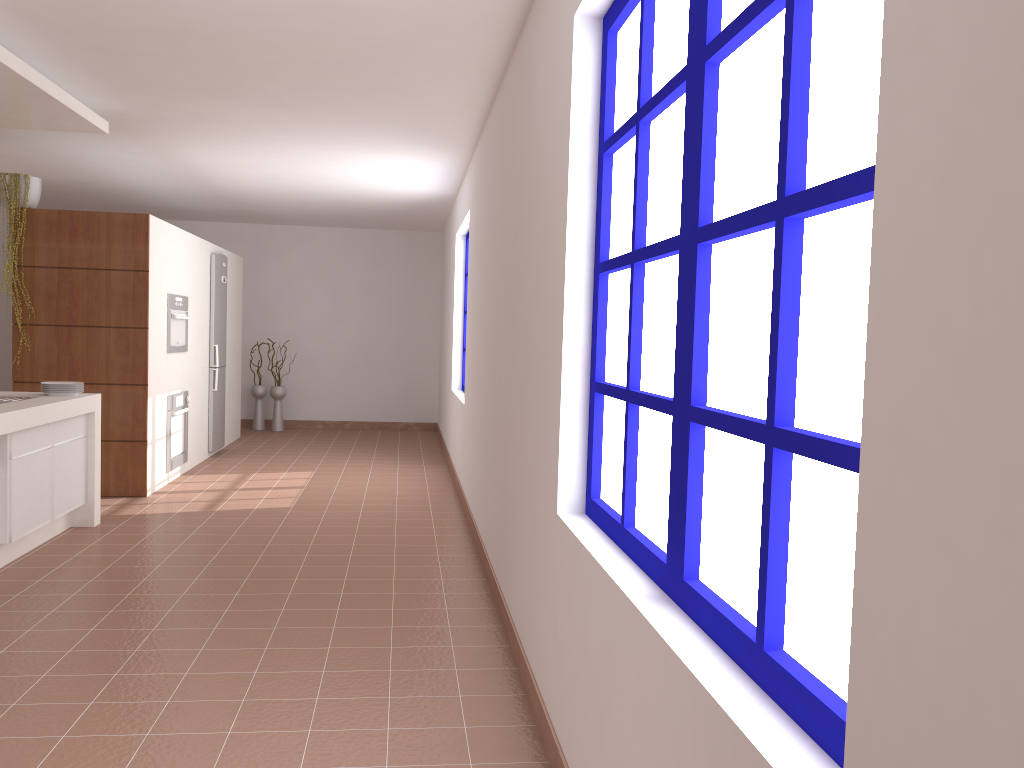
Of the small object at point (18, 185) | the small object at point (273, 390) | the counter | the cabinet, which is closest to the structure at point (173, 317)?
the small object at point (18, 185)

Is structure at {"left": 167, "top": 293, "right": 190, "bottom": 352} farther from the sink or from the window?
the window

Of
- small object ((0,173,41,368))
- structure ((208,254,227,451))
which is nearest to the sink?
small object ((0,173,41,368))

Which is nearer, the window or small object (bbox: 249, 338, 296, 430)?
the window

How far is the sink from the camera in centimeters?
481cm

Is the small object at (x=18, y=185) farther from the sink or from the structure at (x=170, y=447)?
the sink

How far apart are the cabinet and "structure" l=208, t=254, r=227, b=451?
3.01m

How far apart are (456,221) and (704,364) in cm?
667

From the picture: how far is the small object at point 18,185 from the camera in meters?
6.0 m

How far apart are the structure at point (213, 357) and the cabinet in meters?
3.0
